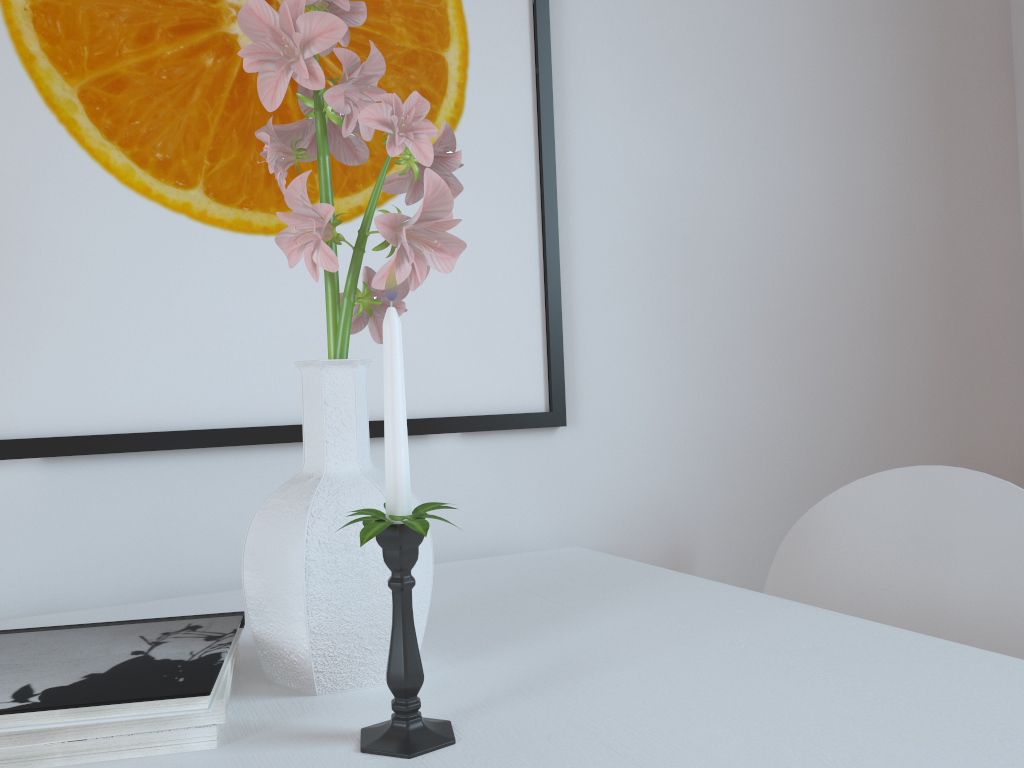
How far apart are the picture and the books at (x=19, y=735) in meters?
0.4 m

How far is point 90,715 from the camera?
0.51m

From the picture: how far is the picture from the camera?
0.93m

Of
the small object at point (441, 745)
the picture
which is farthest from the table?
the picture

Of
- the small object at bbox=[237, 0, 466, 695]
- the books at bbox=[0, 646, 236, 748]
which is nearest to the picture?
the small object at bbox=[237, 0, 466, 695]

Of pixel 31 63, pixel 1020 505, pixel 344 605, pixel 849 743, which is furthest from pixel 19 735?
pixel 1020 505

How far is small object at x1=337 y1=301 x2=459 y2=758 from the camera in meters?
0.5

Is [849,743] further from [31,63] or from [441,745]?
[31,63]

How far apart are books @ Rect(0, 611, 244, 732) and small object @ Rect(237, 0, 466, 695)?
0.02m

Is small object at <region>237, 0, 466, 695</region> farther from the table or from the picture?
the picture
